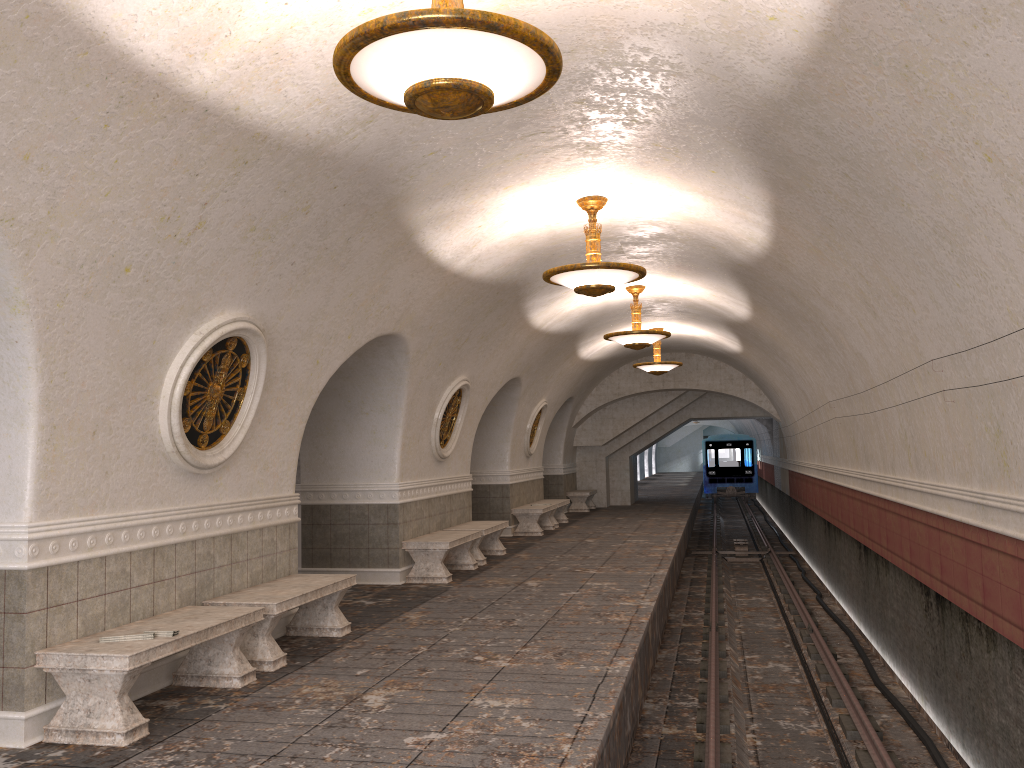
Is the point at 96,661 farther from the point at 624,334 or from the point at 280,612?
the point at 624,334

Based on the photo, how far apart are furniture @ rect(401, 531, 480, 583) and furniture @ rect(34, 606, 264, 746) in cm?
457

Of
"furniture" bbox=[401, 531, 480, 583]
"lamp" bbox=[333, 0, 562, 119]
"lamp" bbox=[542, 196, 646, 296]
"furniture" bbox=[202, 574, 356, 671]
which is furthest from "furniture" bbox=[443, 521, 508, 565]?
"lamp" bbox=[333, 0, 562, 119]

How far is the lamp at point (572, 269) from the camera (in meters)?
8.19

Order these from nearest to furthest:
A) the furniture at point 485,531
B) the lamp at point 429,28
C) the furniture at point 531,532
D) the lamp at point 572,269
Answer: the lamp at point 429,28 → the lamp at point 572,269 → the furniture at point 485,531 → the furniture at point 531,532

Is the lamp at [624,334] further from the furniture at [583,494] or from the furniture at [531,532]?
the furniture at [583,494]

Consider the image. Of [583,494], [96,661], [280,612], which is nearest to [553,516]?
[583,494]

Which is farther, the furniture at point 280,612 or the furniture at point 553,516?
the furniture at point 553,516

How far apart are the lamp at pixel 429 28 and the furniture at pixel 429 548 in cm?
722

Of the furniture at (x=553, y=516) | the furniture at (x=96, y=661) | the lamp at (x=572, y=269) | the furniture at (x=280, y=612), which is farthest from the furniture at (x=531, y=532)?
the furniture at (x=96, y=661)
